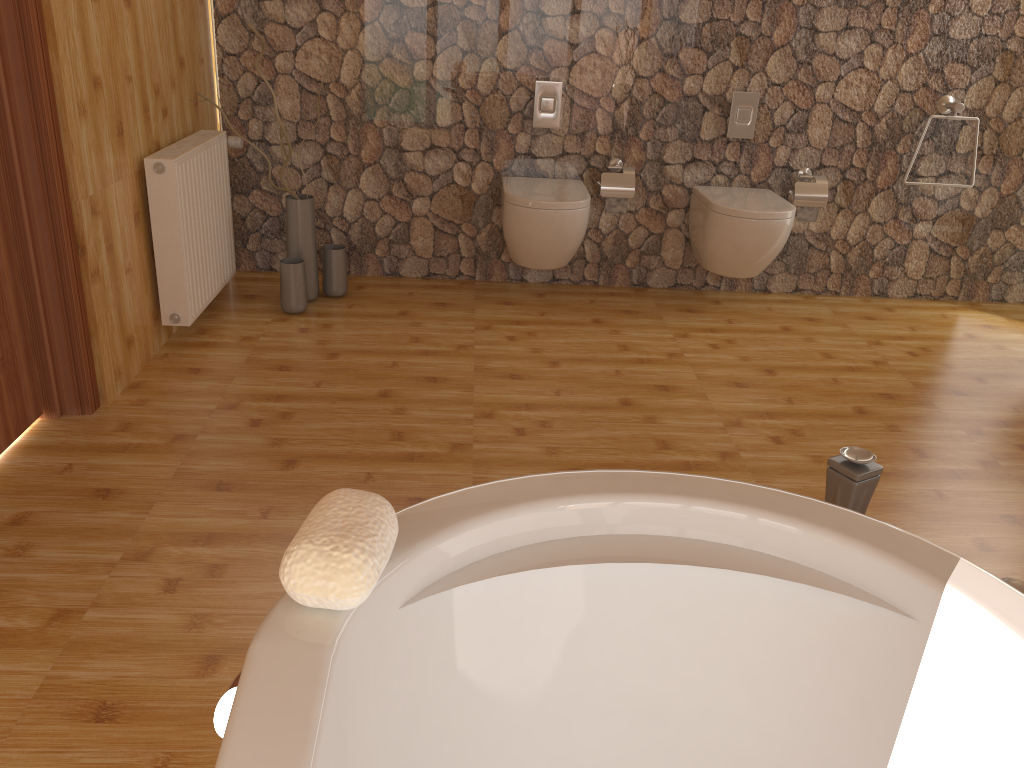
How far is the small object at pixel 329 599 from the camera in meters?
0.9 m

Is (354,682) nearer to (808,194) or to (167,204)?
(167,204)

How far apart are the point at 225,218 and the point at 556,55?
1.6 meters

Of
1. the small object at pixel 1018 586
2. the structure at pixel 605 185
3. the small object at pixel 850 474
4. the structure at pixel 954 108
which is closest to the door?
the small object at pixel 850 474

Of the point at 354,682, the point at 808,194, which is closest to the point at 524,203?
the point at 808,194

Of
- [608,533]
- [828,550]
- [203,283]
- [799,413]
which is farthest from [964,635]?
[203,283]

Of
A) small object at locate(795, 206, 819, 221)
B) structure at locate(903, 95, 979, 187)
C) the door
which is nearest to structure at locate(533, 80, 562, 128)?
small object at locate(795, 206, 819, 221)

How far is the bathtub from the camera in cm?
92

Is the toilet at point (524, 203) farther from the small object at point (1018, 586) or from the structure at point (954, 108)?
the small object at point (1018, 586)

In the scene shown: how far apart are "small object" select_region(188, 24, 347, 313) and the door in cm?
117
